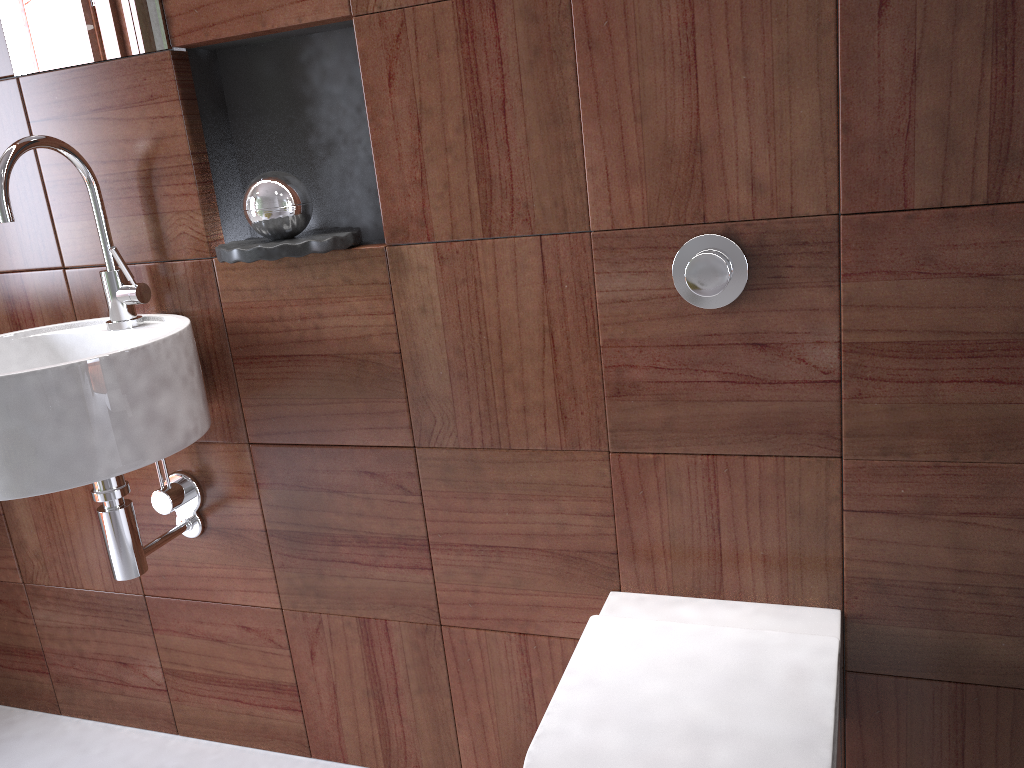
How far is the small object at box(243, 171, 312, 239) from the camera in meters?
1.3

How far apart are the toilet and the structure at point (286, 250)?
0.6 meters

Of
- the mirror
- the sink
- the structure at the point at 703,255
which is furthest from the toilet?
the mirror

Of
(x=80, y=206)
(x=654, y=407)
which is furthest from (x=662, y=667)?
(x=80, y=206)

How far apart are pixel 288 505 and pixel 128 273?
0.5 meters

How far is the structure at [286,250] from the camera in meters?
1.3 m

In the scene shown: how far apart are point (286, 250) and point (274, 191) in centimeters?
10cm

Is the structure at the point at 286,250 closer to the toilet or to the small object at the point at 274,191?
the small object at the point at 274,191

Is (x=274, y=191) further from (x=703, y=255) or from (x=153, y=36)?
(x=703, y=255)

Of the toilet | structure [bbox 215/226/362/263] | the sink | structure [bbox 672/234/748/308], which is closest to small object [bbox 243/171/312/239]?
structure [bbox 215/226/362/263]
